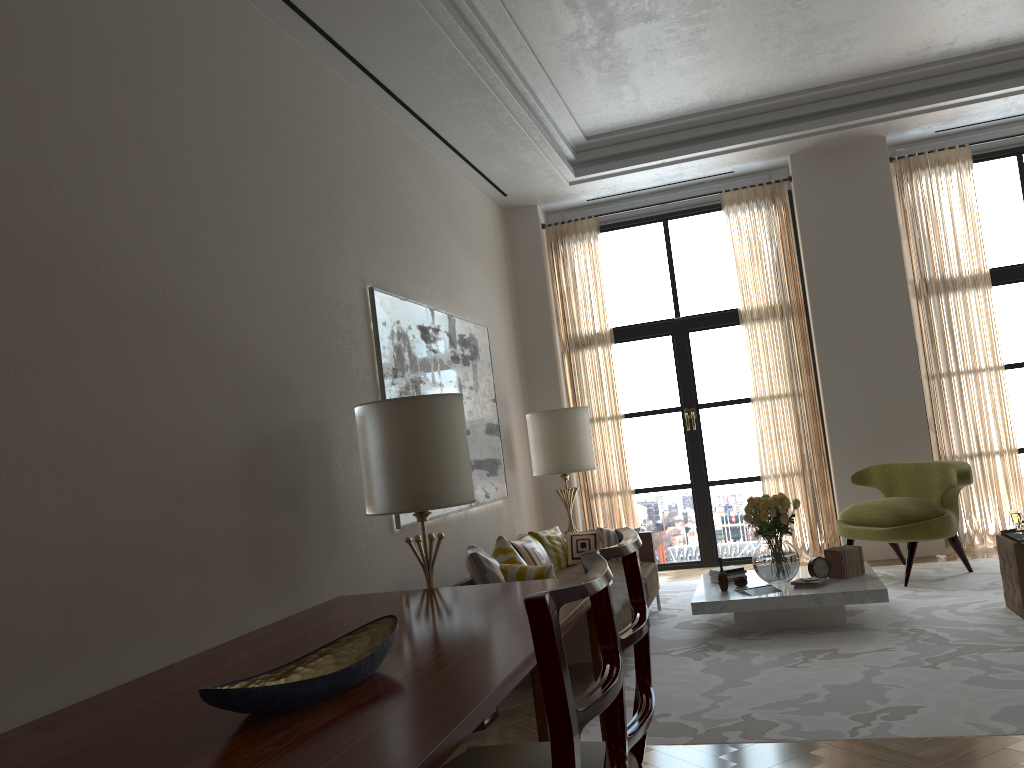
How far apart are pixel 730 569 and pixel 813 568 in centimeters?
79cm

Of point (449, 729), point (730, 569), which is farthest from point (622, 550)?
point (730, 569)

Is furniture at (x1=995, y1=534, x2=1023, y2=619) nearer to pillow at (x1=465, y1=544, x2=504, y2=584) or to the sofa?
the sofa

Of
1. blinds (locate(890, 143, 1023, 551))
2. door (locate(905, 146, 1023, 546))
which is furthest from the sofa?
door (locate(905, 146, 1023, 546))

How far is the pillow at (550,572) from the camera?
6.68m

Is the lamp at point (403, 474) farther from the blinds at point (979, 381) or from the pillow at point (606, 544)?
the blinds at point (979, 381)

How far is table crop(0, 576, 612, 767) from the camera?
2.6 meters

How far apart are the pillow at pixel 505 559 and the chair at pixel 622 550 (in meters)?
4.26

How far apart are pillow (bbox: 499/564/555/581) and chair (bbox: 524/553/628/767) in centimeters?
434cm

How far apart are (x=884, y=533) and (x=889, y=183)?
4.4m
